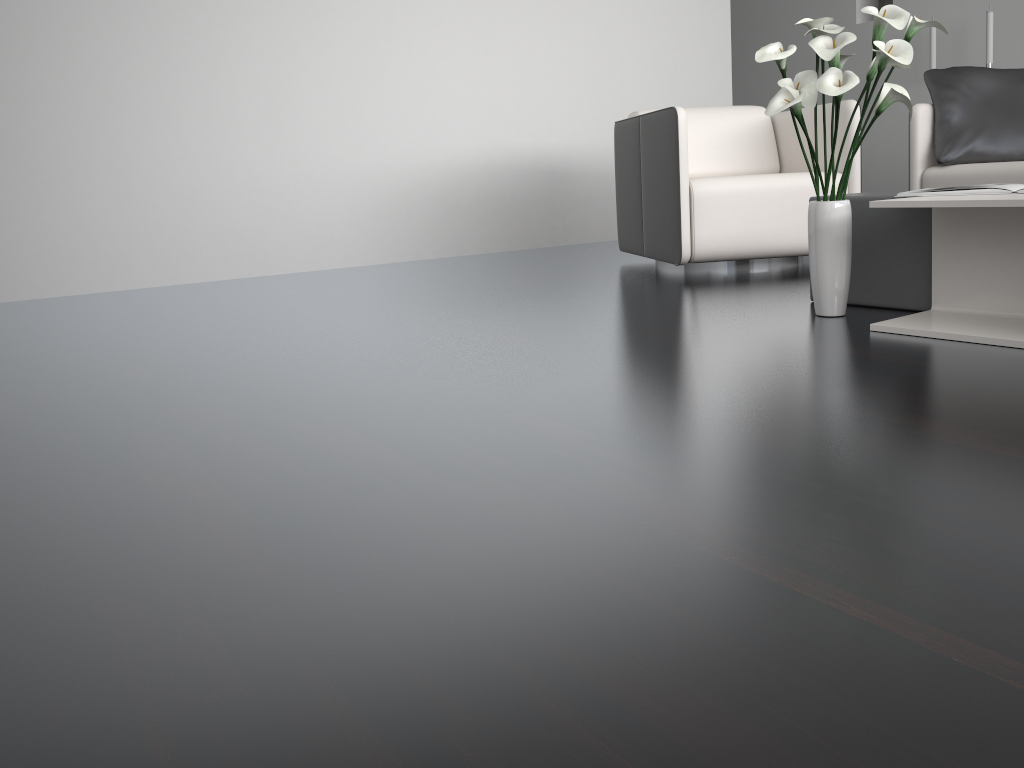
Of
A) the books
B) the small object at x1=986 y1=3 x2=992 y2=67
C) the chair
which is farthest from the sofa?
the small object at x1=986 y1=3 x2=992 y2=67

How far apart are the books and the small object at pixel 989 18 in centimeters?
402cm

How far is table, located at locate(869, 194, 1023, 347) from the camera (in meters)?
1.96

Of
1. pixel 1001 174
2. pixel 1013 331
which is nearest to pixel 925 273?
pixel 1013 331

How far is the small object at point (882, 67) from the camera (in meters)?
2.02

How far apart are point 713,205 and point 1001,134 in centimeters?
143cm

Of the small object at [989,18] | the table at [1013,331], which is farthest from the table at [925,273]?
the small object at [989,18]

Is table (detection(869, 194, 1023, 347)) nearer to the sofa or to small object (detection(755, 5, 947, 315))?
small object (detection(755, 5, 947, 315))

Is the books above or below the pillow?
below

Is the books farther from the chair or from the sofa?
the sofa
